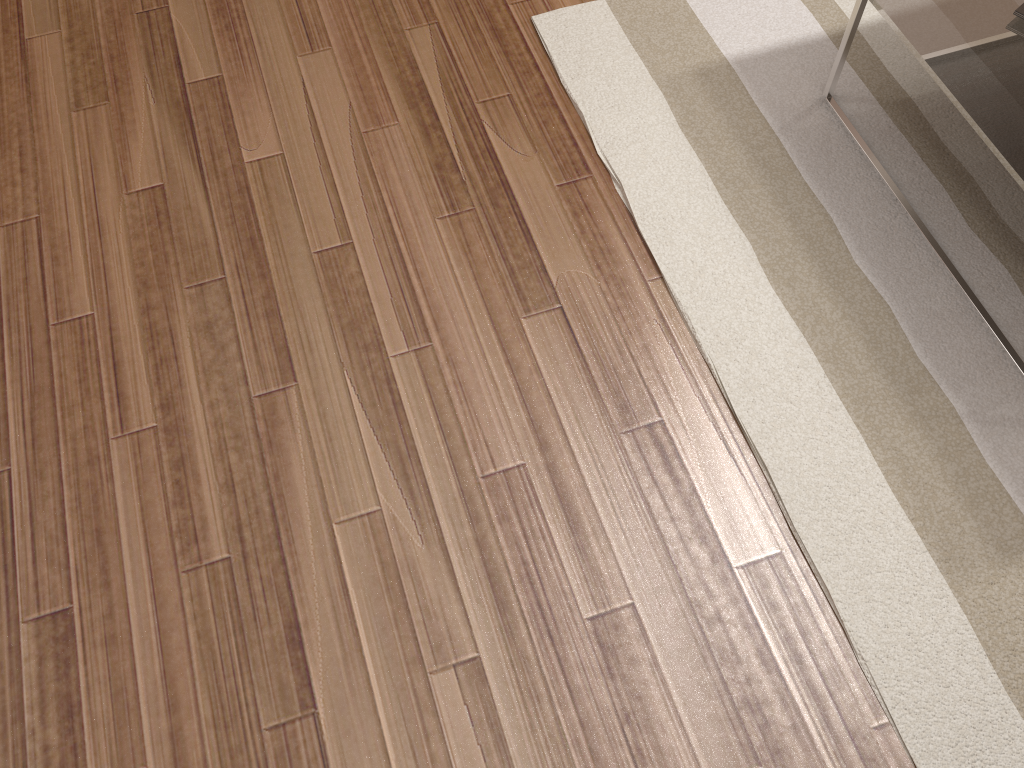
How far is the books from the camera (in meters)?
1.63

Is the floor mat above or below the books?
below

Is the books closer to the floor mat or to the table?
the table

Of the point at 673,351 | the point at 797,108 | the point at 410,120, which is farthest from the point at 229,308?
the point at 797,108

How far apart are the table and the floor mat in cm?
1

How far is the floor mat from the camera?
1.38m

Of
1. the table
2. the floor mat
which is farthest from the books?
the floor mat

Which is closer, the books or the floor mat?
the floor mat

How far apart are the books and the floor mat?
0.3 meters

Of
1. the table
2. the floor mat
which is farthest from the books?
the floor mat
